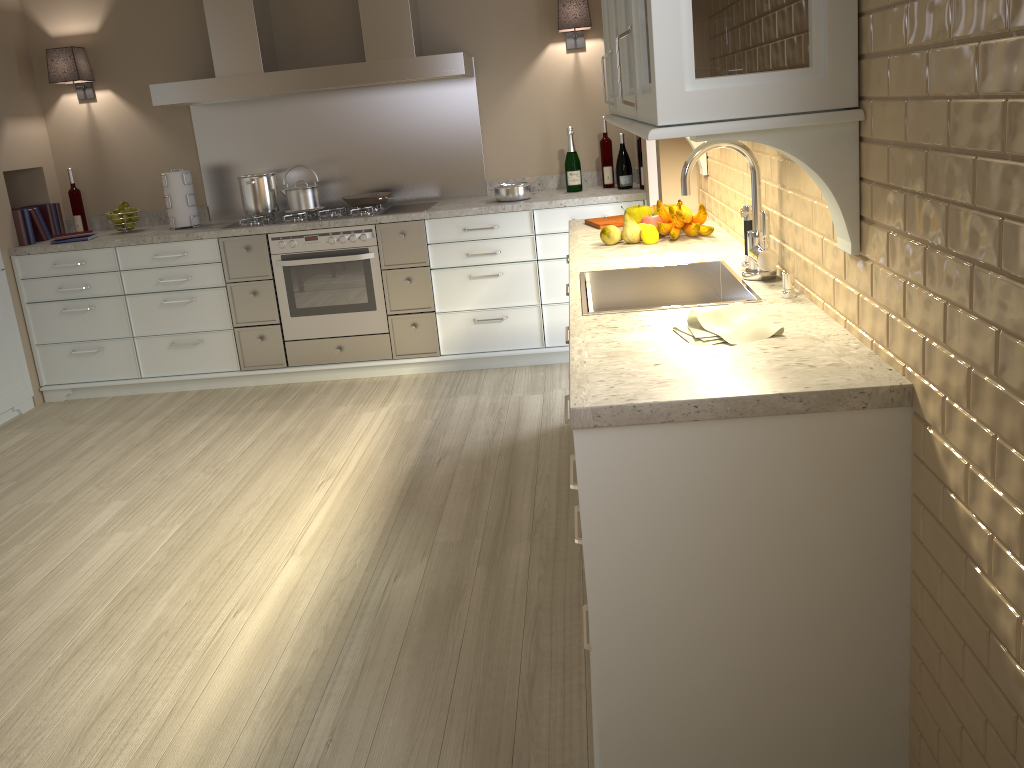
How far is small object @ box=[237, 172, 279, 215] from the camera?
4.49m

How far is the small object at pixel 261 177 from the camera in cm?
449

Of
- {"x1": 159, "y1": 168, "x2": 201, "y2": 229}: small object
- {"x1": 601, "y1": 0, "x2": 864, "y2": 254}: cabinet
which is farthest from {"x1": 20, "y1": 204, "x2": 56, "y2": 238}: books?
{"x1": 601, "y1": 0, "x2": 864, "y2": 254}: cabinet

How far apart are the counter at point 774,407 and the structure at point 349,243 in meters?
1.3

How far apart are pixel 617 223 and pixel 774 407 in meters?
1.9 m

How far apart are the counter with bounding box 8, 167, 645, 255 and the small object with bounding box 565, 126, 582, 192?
0.0 meters

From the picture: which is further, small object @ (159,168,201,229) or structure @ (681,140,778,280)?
small object @ (159,168,201,229)

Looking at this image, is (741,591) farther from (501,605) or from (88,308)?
(88,308)

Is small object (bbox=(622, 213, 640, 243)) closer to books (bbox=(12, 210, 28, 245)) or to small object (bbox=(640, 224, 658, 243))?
small object (bbox=(640, 224, 658, 243))

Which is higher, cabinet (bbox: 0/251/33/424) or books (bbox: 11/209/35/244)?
books (bbox: 11/209/35/244)
